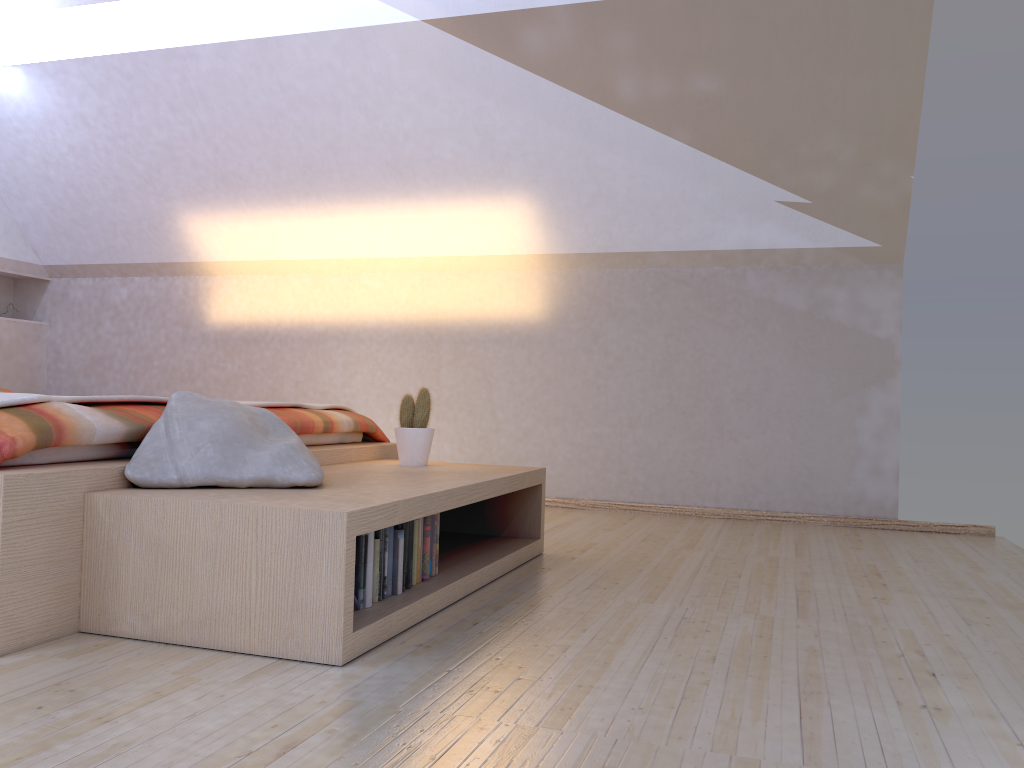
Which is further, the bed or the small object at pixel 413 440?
the small object at pixel 413 440

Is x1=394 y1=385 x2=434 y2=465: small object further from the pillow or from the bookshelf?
the pillow

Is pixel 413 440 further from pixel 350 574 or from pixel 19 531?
pixel 19 531

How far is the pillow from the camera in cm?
208

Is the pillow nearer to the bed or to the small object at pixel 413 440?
the bed

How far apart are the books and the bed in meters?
0.6

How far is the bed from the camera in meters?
1.8

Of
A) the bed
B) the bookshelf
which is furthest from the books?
the bed

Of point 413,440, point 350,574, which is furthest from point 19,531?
point 413,440

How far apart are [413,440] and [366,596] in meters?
1.1
